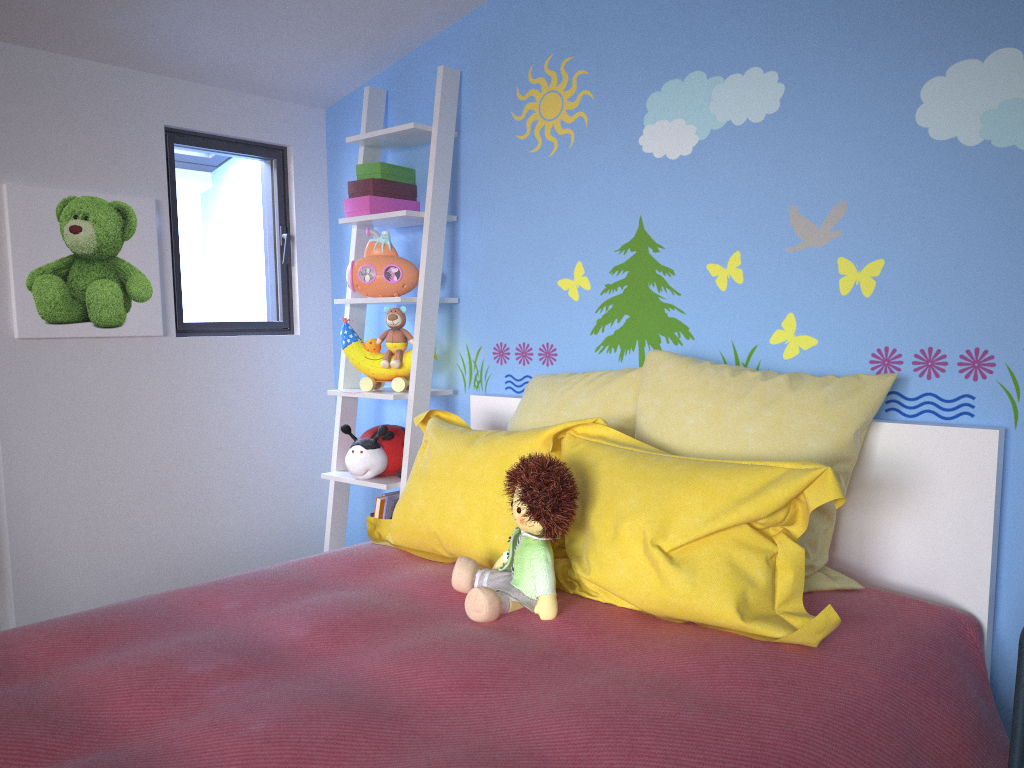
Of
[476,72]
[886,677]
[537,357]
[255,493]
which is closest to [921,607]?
[886,677]

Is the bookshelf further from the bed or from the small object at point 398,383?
the bed

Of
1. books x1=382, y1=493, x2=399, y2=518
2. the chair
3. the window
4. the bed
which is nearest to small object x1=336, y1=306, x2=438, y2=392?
the bed

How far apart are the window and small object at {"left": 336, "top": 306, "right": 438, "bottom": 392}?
0.5m

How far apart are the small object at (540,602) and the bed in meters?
0.0 m

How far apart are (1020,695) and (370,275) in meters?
2.1 m

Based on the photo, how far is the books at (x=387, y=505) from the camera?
2.79m

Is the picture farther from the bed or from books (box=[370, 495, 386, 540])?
the bed

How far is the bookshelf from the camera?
2.83m

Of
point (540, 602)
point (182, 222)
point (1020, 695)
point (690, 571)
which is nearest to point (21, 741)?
point (540, 602)
